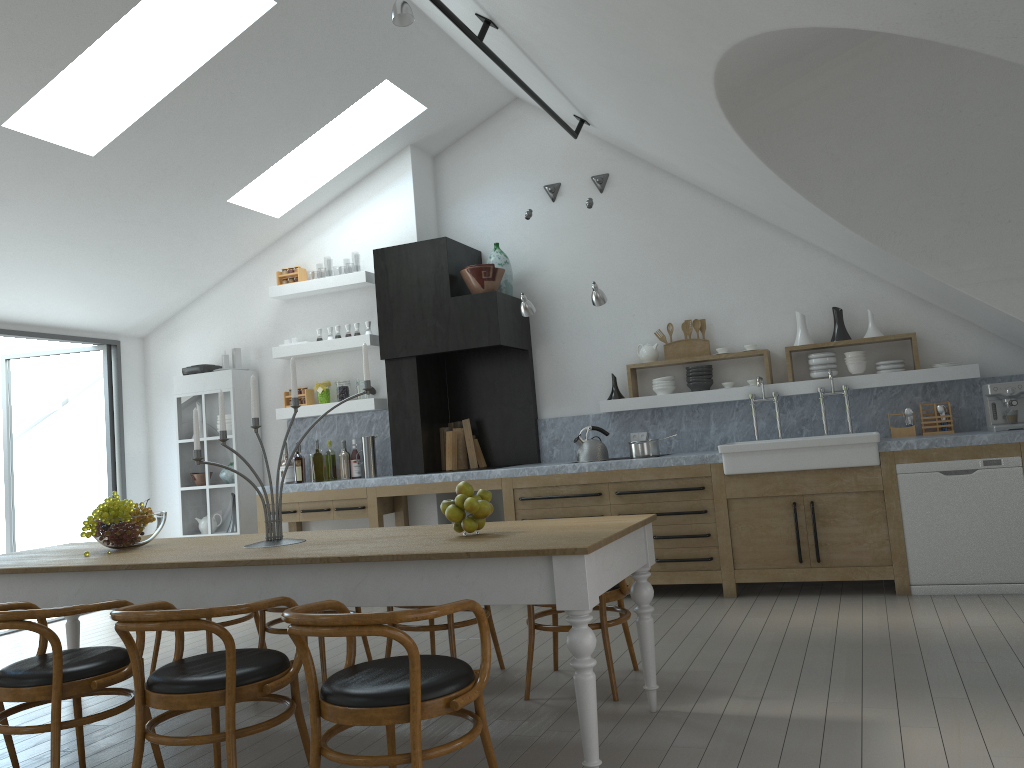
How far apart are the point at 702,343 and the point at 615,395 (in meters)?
0.80

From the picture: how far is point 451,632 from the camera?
4.2 meters

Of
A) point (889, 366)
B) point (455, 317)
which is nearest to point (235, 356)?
point (455, 317)

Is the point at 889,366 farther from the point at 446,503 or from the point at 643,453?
the point at 446,503

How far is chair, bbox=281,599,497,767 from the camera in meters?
2.4 m

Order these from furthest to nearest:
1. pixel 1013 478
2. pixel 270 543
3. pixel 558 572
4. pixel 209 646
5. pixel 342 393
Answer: pixel 342 393 → pixel 1013 478 → pixel 209 646 → pixel 270 543 → pixel 558 572

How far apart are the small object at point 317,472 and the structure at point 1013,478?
4.4 meters

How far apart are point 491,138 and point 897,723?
5.9 meters

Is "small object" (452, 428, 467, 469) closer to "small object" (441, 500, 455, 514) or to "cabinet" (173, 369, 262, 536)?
"cabinet" (173, 369, 262, 536)

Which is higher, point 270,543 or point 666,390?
point 666,390
